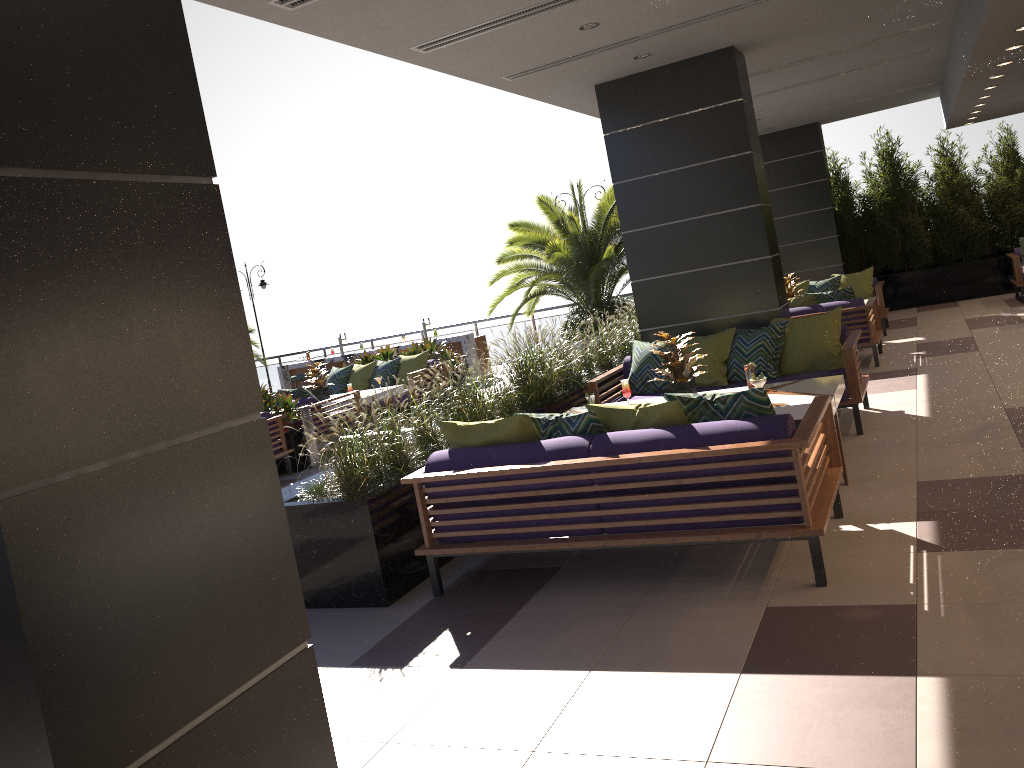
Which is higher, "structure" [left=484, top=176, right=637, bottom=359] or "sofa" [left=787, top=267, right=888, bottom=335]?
"structure" [left=484, top=176, right=637, bottom=359]

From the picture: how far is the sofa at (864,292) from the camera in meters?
12.3 m

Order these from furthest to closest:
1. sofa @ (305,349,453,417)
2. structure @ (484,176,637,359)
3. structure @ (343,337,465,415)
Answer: structure @ (484,176,637,359) → structure @ (343,337,465,415) → sofa @ (305,349,453,417)

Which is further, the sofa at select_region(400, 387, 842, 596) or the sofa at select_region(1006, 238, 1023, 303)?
the sofa at select_region(1006, 238, 1023, 303)

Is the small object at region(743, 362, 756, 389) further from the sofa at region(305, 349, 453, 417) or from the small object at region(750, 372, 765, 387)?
the sofa at region(305, 349, 453, 417)

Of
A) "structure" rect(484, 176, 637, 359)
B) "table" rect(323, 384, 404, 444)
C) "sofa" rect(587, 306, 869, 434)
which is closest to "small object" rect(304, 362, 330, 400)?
"table" rect(323, 384, 404, 444)

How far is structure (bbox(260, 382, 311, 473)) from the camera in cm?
991

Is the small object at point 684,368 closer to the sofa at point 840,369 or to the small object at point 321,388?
the sofa at point 840,369

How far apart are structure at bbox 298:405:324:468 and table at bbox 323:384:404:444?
1.5 meters

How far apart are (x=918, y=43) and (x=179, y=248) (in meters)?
9.57
